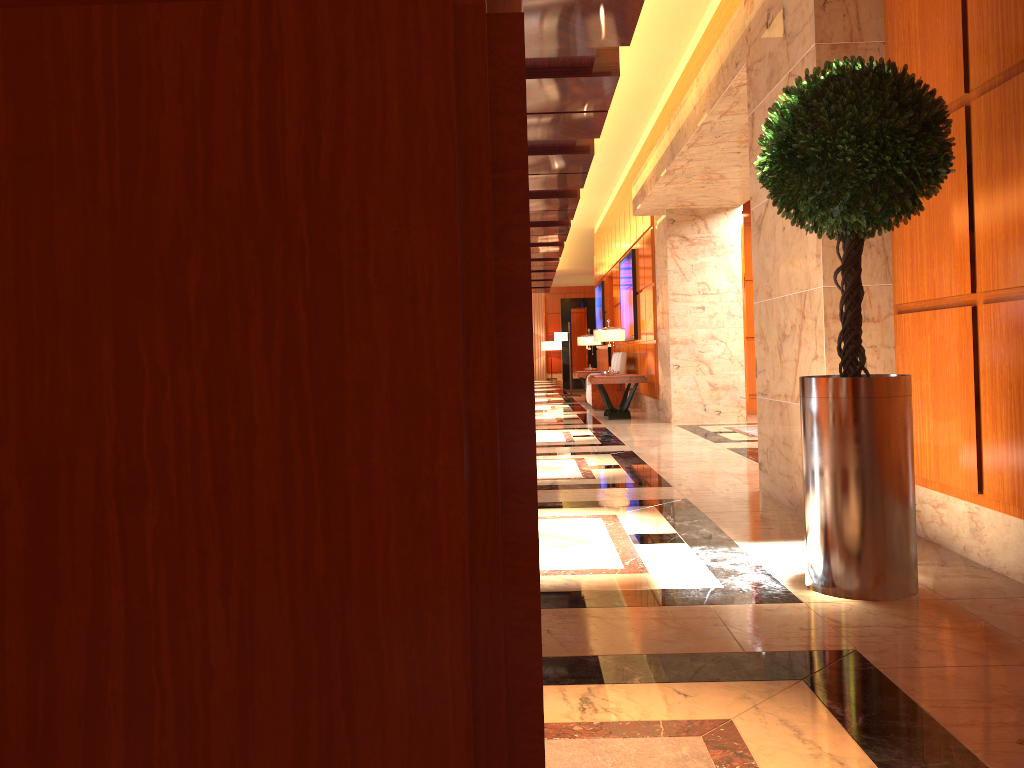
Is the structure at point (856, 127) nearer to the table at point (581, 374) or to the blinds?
the table at point (581, 374)

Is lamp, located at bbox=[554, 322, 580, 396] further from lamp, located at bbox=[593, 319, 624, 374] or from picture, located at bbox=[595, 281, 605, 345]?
lamp, located at bbox=[593, 319, 624, 374]

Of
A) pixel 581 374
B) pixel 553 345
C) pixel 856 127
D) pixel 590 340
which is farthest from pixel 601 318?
pixel 856 127

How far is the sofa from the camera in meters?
14.3 m

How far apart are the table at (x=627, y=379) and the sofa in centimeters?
125cm

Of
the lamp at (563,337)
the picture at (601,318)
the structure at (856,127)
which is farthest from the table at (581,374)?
the structure at (856,127)

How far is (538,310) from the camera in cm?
3567

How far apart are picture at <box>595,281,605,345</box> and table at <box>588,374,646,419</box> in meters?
7.4

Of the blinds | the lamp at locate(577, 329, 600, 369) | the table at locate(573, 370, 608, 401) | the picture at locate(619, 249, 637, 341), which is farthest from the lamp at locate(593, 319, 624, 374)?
the blinds

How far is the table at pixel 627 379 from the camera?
12.0 meters
